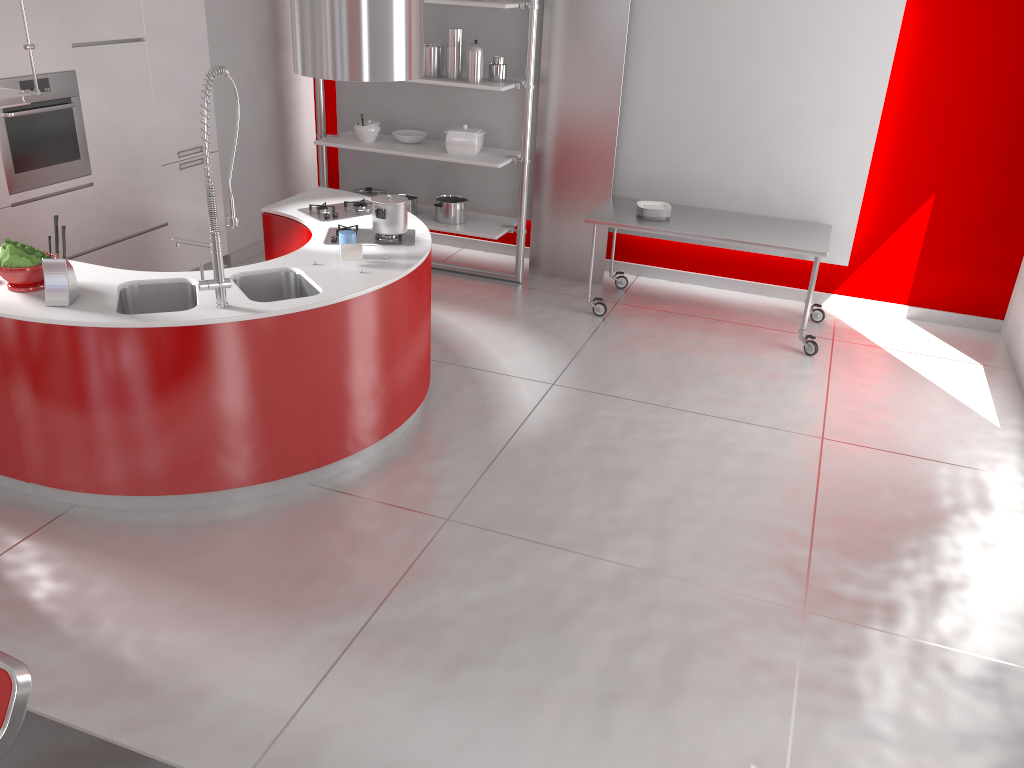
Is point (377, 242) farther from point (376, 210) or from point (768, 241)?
point (768, 241)

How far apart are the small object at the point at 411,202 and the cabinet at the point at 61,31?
1.4 meters

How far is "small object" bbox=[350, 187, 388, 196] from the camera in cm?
687

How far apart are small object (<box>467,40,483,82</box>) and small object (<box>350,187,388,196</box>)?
1.3m

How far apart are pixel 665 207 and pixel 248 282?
3.07m

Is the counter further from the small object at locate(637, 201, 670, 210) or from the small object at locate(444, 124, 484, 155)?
the small object at locate(637, 201, 670, 210)

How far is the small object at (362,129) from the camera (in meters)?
6.50

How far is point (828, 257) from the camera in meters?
6.2 m

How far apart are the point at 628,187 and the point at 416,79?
1.7 meters

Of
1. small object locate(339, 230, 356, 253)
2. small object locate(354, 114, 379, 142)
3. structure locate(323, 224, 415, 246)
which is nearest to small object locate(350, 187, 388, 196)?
small object locate(354, 114, 379, 142)
